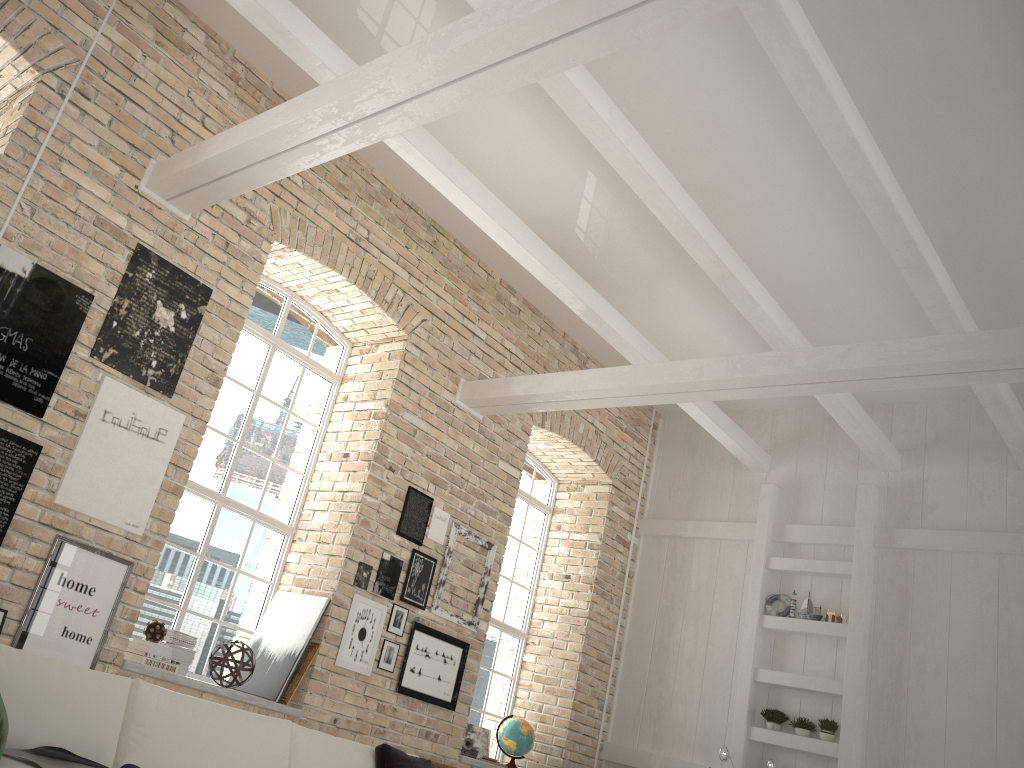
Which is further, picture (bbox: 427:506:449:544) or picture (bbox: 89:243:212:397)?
picture (bbox: 427:506:449:544)

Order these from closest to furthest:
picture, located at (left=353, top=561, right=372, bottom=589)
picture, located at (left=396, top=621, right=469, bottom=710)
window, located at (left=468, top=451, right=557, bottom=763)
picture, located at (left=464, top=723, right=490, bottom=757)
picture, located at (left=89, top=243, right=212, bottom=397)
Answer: picture, located at (left=89, top=243, right=212, bottom=397), picture, located at (left=353, top=561, right=372, bottom=589), picture, located at (left=396, top=621, right=469, bottom=710), picture, located at (left=464, top=723, right=490, bottom=757), window, located at (left=468, top=451, right=557, bottom=763)

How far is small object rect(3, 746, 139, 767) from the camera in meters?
3.1

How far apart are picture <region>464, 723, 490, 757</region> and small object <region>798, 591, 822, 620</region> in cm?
302

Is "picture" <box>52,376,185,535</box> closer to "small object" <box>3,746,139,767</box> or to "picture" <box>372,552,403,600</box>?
"small object" <box>3,746,139,767</box>

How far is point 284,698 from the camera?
5.8m

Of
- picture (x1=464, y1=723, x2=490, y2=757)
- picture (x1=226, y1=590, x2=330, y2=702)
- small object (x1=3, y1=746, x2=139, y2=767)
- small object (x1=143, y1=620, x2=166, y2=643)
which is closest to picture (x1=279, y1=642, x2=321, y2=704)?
picture (x1=226, y1=590, x2=330, y2=702)

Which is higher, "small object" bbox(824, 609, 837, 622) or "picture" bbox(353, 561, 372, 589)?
A: "small object" bbox(824, 609, 837, 622)

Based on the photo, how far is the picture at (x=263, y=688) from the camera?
5.84m

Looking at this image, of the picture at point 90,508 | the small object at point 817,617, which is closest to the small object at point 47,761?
the picture at point 90,508
